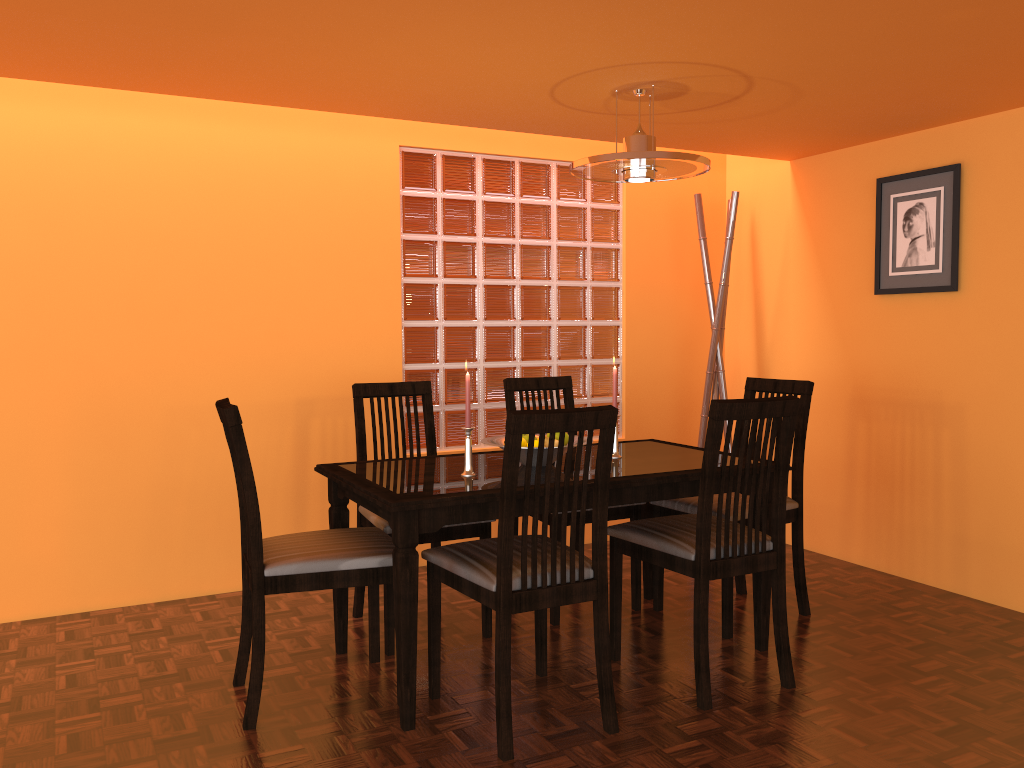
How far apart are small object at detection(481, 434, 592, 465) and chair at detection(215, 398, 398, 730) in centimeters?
41cm

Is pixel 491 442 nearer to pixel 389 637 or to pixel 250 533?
pixel 389 637

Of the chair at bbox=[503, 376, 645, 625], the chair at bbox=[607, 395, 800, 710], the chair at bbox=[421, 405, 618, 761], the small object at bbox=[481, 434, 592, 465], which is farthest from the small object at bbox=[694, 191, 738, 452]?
the chair at bbox=[421, 405, 618, 761]

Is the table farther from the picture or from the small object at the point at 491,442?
the picture

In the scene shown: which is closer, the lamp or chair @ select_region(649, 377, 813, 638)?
the lamp

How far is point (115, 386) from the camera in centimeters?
311cm

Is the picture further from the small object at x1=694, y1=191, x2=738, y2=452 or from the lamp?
the lamp

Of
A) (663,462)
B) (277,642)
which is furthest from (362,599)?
(663,462)

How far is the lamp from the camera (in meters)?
2.55

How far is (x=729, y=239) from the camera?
3.8 meters
